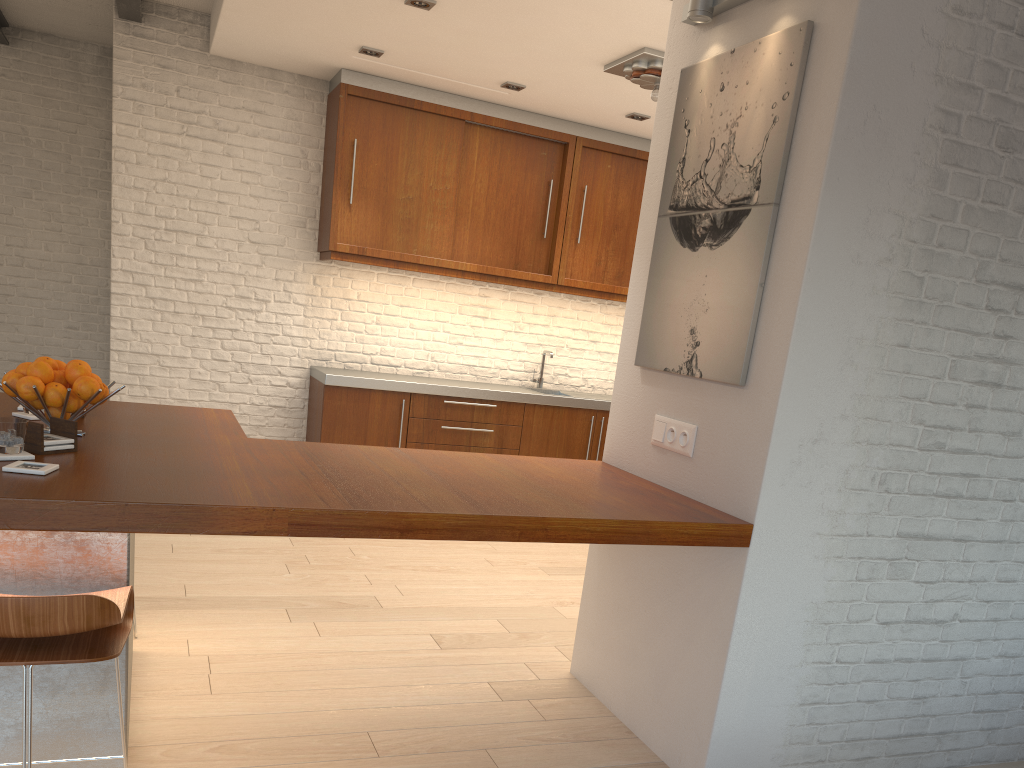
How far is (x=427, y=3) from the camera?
4.4m

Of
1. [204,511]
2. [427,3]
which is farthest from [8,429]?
[427,3]

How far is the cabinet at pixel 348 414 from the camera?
6.02m

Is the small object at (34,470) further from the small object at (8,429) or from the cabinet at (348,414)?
the cabinet at (348,414)

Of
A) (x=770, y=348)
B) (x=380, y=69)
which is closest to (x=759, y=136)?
(x=770, y=348)

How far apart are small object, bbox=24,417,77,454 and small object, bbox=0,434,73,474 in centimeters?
2cm

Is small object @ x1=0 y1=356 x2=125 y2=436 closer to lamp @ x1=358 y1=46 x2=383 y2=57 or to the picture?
the picture

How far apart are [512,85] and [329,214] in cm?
152

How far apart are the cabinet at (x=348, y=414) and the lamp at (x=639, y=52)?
2.44m

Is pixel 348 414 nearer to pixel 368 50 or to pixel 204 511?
pixel 368 50
